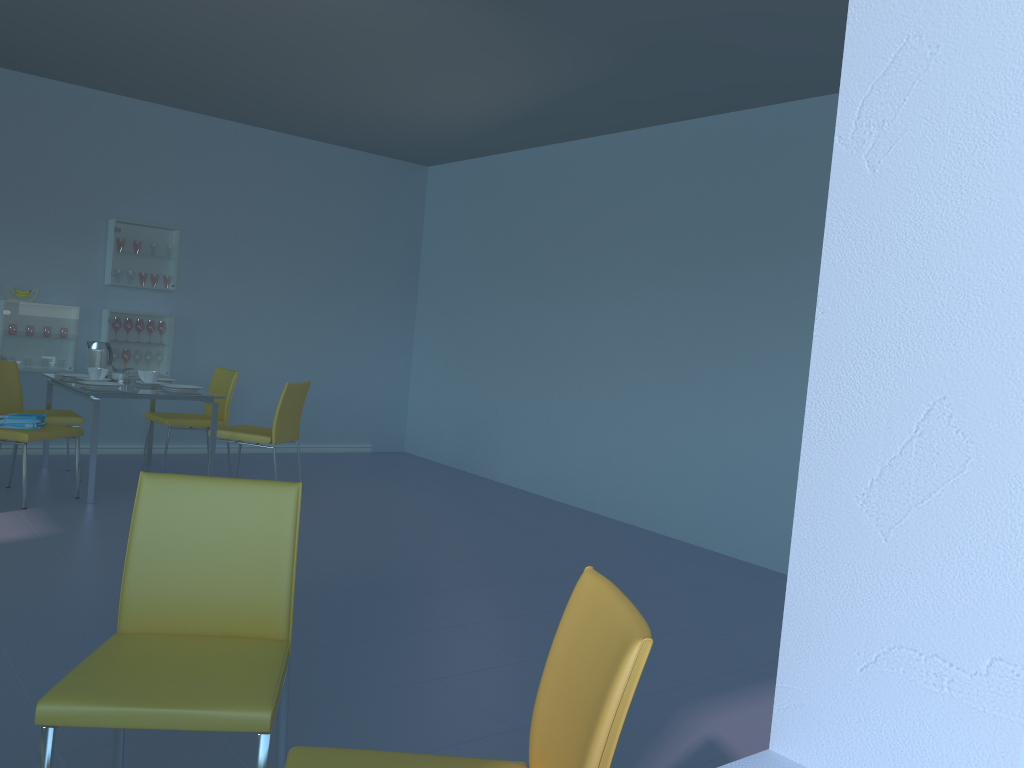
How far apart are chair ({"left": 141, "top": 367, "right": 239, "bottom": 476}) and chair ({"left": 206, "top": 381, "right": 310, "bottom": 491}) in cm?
40

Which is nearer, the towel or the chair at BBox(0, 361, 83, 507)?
the chair at BBox(0, 361, 83, 507)

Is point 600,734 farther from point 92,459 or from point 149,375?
point 149,375

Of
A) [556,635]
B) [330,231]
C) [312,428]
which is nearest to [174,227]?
[330,231]

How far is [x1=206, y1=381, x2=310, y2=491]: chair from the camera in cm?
516

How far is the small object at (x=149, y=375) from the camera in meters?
5.3

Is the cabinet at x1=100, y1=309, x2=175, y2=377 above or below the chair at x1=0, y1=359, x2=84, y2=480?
above

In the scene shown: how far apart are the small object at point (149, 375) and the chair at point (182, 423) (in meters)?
0.29

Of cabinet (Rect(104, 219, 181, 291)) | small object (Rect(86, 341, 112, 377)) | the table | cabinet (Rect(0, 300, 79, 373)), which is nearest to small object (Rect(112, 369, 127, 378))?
the table

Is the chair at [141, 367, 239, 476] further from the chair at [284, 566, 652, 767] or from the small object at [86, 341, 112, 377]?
the chair at [284, 566, 652, 767]
